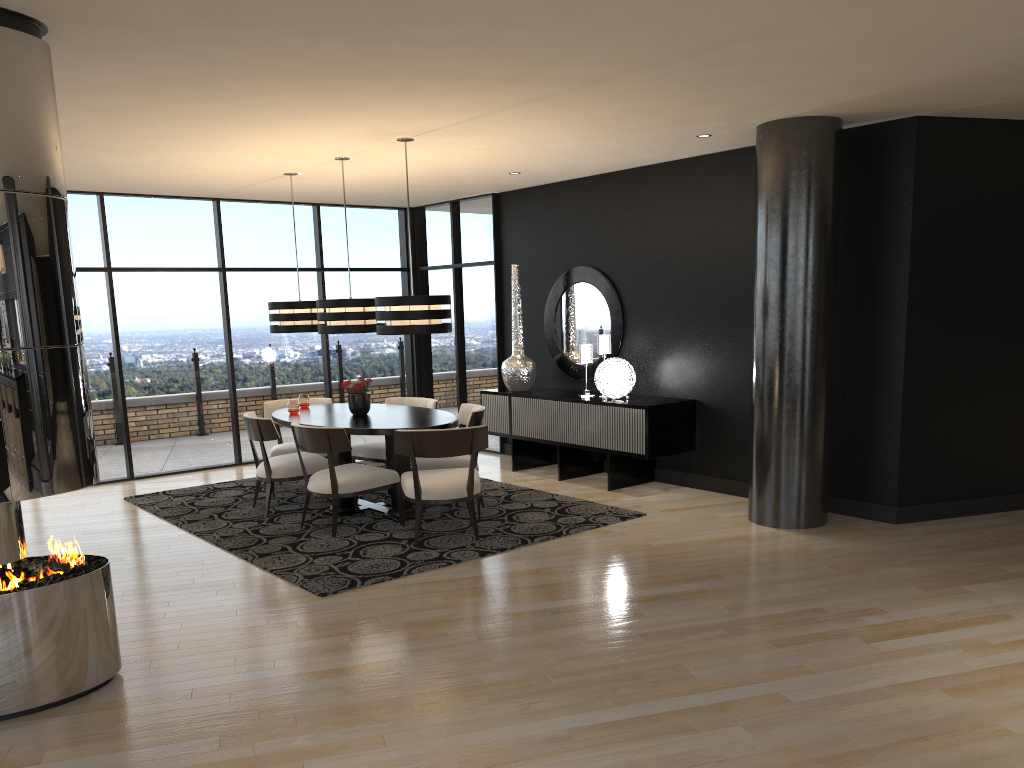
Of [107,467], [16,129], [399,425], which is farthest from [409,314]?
[107,467]

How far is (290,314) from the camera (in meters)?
7.47

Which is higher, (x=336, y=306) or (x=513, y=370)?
(x=336, y=306)

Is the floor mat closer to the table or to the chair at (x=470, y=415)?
the table

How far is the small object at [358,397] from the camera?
7.0m

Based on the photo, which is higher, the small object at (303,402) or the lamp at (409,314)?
the lamp at (409,314)

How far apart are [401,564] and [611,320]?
3.6m

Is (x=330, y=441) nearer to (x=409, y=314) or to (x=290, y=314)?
(x=409, y=314)

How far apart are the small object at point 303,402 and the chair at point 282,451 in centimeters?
37cm

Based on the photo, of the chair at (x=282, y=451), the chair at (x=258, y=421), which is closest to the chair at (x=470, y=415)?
the chair at (x=258, y=421)
